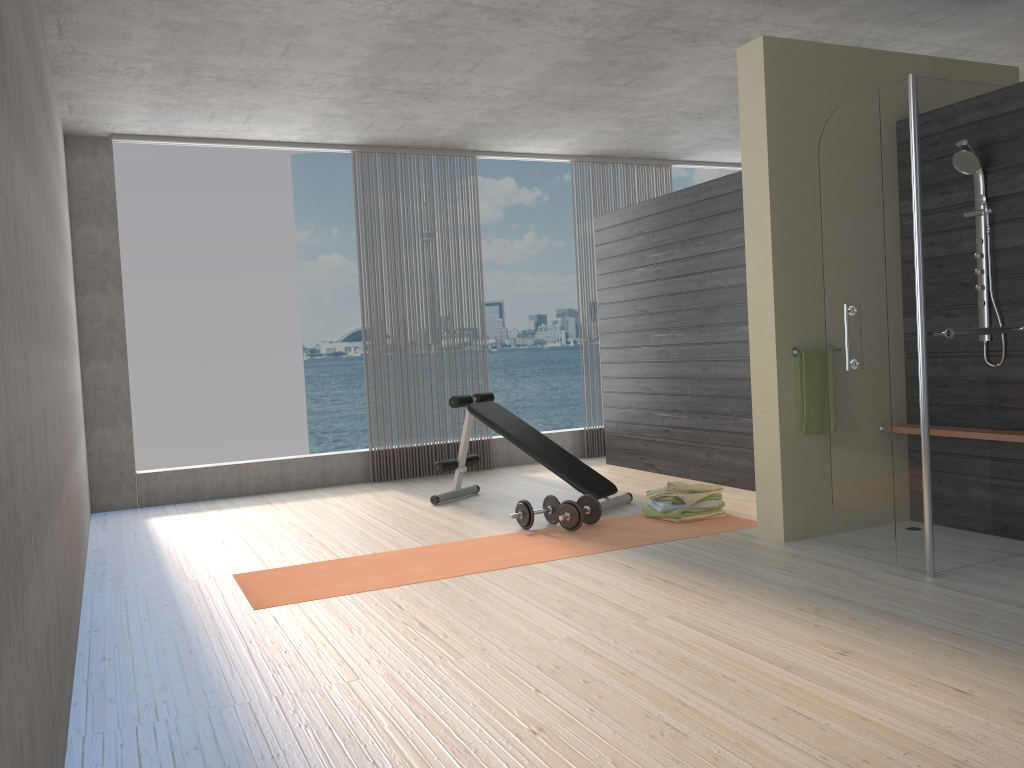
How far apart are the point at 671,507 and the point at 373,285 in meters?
3.4 m

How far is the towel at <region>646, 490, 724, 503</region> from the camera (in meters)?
5.06

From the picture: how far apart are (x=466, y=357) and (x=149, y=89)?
31.8 meters

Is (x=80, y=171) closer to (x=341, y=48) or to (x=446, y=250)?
(x=341, y=48)

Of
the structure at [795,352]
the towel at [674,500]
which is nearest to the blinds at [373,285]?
the towel at [674,500]

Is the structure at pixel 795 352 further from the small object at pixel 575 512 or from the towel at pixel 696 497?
A: the small object at pixel 575 512

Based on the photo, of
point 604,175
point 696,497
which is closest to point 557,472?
point 696,497

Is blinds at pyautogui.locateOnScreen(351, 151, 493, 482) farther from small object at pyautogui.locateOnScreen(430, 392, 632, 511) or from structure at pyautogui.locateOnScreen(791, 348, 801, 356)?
structure at pyautogui.locateOnScreen(791, 348, 801, 356)

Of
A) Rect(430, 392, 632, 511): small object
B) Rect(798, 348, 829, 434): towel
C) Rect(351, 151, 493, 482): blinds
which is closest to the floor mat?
Rect(430, 392, 632, 511): small object

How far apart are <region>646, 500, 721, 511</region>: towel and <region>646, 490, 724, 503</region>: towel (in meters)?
0.04
